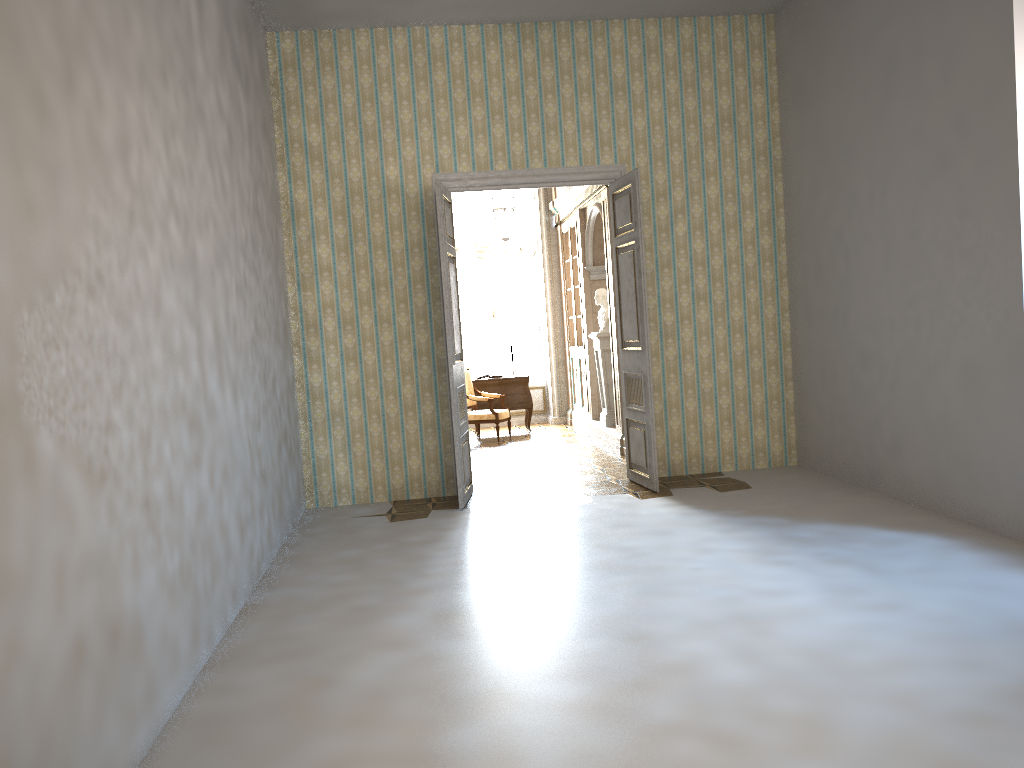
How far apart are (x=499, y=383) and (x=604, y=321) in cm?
232

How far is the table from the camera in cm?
1217

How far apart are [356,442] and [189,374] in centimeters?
362cm

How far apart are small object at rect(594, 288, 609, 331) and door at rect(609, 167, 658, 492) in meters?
2.5 m

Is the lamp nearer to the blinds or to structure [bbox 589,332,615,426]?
the blinds

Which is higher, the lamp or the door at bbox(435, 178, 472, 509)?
the lamp

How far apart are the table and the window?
1.4 meters

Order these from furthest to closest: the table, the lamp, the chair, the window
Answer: the window → the table → the chair → the lamp

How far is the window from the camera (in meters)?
13.50

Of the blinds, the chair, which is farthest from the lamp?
the chair
